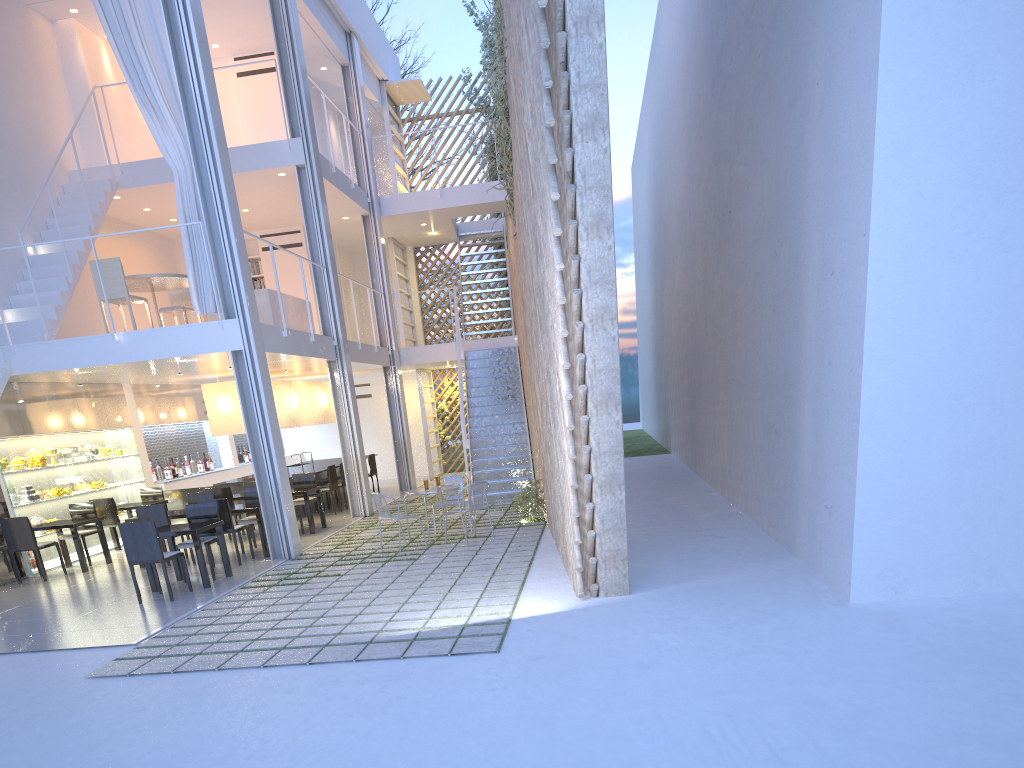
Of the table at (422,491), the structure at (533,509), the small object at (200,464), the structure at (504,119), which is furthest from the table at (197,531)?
the small object at (200,464)

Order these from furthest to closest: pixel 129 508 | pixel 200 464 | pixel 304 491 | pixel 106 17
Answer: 1. pixel 200 464
2. pixel 129 508
3. pixel 304 491
4. pixel 106 17

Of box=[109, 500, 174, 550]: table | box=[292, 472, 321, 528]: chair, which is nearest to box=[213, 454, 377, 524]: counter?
box=[292, 472, 321, 528]: chair

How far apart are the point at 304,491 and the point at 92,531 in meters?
1.5

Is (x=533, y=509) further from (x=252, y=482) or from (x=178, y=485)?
(x=178, y=485)

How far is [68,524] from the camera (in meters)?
5.45

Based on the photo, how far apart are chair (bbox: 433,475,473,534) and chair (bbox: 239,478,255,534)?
2.0m

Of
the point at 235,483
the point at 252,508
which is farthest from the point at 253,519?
the point at 235,483

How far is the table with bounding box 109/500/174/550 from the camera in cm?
638

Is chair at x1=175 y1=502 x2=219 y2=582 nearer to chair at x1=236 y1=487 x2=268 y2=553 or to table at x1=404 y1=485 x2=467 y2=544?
chair at x1=236 y1=487 x2=268 y2=553
